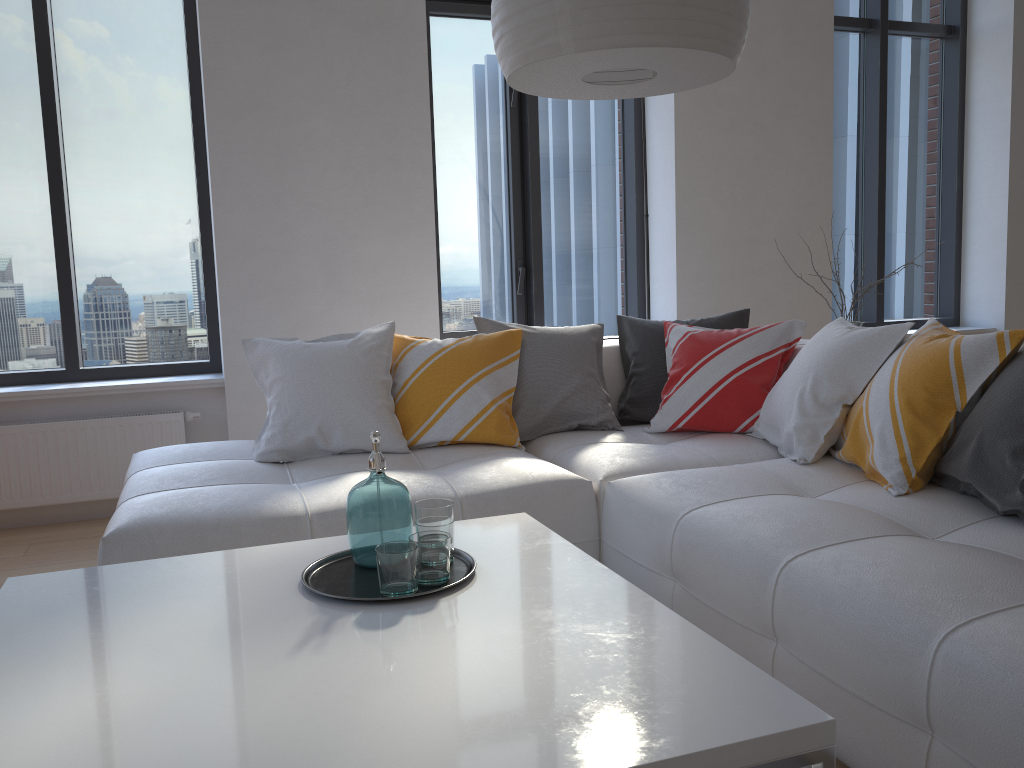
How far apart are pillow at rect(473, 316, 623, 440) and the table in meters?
1.1

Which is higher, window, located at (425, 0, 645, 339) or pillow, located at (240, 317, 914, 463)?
window, located at (425, 0, 645, 339)

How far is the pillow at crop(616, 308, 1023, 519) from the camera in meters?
2.0 m

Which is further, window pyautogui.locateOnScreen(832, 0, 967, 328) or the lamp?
window pyautogui.locateOnScreen(832, 0, 967, 328)

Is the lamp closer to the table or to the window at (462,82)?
the table

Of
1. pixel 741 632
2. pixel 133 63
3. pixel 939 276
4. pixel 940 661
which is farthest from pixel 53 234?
pixel 939 276

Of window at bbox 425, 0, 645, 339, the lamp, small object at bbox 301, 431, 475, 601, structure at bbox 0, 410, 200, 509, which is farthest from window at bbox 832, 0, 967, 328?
small object at bbox 301, 431, 475, 601

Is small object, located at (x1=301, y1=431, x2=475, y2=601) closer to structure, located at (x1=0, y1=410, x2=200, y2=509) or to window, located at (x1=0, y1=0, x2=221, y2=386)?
structure, located at (x1=0, y1=410, x2=200, y2=509)

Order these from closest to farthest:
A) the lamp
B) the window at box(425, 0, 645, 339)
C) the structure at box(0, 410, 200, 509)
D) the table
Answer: the table
the lamp
the structure at box(0, 410, 200, 509)
the window at box(425, 0, 645, 339)

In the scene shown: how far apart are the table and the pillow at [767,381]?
1.24m
